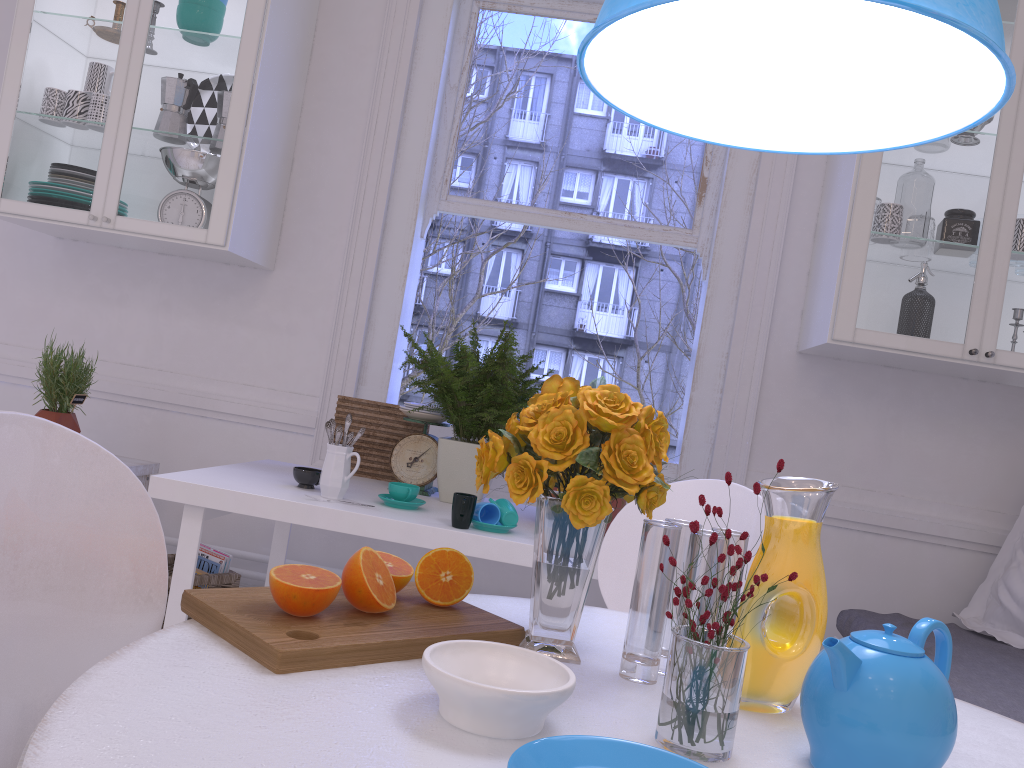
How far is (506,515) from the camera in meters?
2.1 m

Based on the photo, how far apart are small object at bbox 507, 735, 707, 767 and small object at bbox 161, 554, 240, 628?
2.1m

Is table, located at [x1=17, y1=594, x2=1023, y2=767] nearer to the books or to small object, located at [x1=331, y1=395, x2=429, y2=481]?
small object, located at [x1=331, y1=395, x2=429, y2=481]

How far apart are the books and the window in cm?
72

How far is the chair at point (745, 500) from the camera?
1.6m

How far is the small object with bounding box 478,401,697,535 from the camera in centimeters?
227cm

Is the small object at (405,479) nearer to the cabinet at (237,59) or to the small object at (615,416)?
the cabinet at (237,59)

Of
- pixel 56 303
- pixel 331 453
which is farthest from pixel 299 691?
pixel 56 303

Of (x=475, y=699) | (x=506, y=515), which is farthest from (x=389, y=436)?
(x=475, y=699)

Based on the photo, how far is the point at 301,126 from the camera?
3.1 meters
